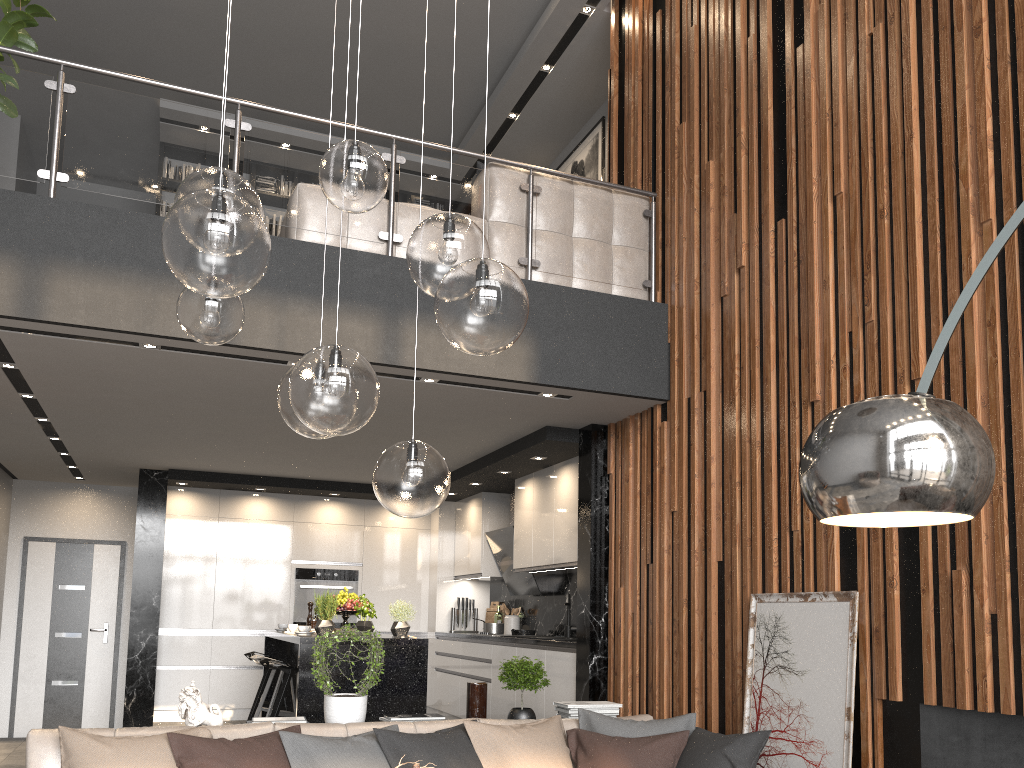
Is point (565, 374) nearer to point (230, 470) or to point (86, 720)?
point (230, 470)

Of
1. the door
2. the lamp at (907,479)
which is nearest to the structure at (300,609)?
the door

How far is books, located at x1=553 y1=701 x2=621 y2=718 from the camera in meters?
4.5 m

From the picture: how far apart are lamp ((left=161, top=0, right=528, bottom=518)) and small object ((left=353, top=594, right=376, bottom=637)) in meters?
3.7 m

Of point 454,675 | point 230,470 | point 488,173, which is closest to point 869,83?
point 488,173

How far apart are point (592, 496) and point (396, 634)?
1.68m

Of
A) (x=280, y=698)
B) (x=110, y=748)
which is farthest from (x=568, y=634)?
(x=110, y=748)

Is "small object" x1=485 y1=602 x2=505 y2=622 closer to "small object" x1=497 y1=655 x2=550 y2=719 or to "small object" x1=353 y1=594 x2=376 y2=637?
"small object" x1=353 y1=594 x2=376 y2=637

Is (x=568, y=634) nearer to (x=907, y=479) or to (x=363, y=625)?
(x=363, y=625)

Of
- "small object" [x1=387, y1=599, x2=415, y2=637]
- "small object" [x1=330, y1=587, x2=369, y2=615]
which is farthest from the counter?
"small object" [x1=330, y1=587, x2=369, y2=615]
